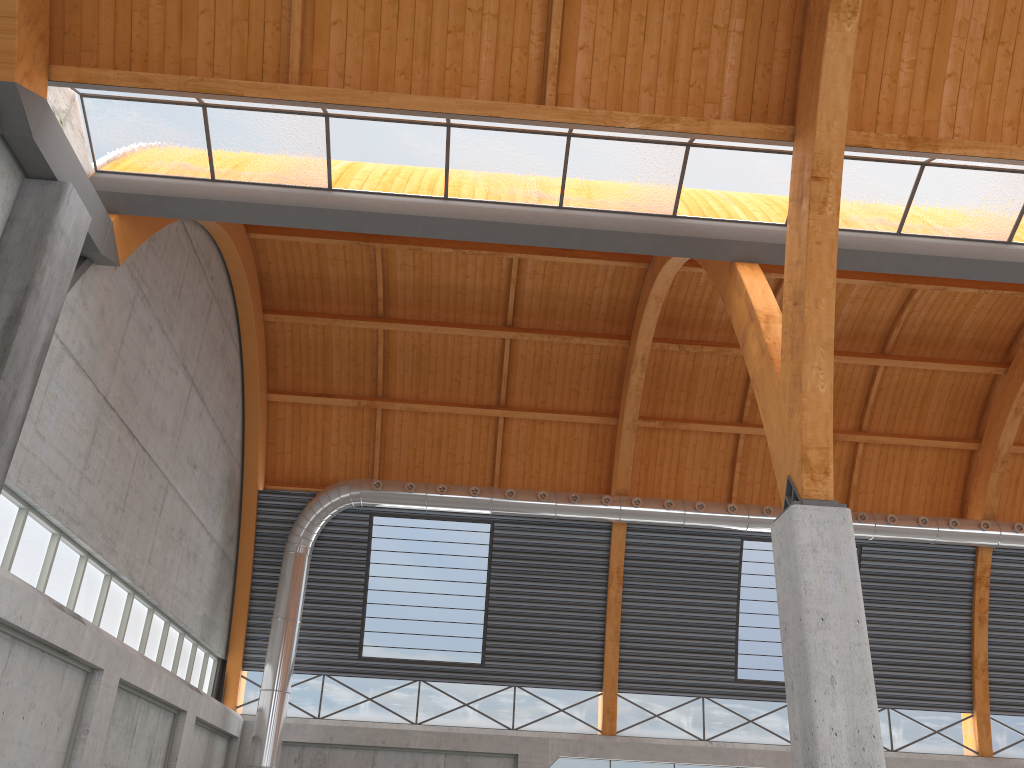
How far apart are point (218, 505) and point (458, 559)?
10.71m
